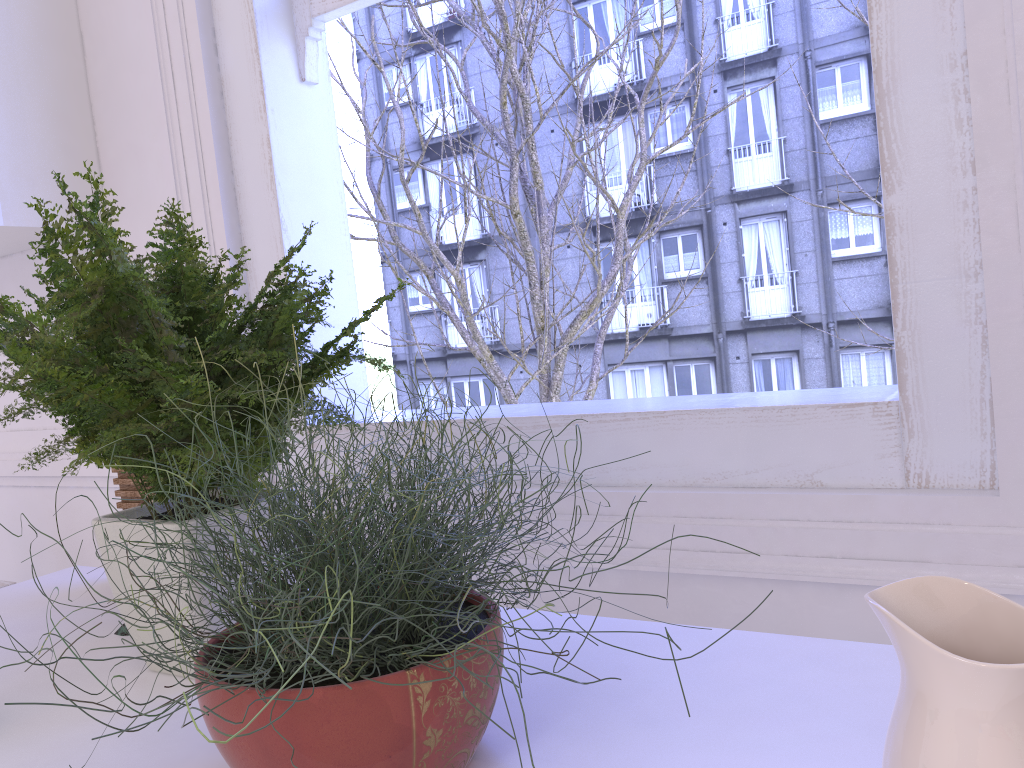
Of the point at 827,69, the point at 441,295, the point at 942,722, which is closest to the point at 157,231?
the point at 942,722

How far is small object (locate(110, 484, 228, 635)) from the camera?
1.1m

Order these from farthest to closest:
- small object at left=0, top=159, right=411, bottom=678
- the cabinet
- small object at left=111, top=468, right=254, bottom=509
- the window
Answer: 1. the cabinet
2. small object at left=111, top=468, right=254, bottom=509
3. the window
4. small object at left=0, top=159, right=411, bottom=678

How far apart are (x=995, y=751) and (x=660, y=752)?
0.3 meters

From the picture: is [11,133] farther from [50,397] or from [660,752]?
[660,752]

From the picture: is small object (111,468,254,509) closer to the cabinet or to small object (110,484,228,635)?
small object (110,484,228,635)

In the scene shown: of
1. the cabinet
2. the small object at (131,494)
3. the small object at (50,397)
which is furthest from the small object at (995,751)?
the cabinet

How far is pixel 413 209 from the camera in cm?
278

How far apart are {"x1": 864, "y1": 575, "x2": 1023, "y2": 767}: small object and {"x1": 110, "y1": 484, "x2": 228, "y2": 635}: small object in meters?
0.9

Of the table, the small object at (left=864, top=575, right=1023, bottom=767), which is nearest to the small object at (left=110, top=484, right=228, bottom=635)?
the table
